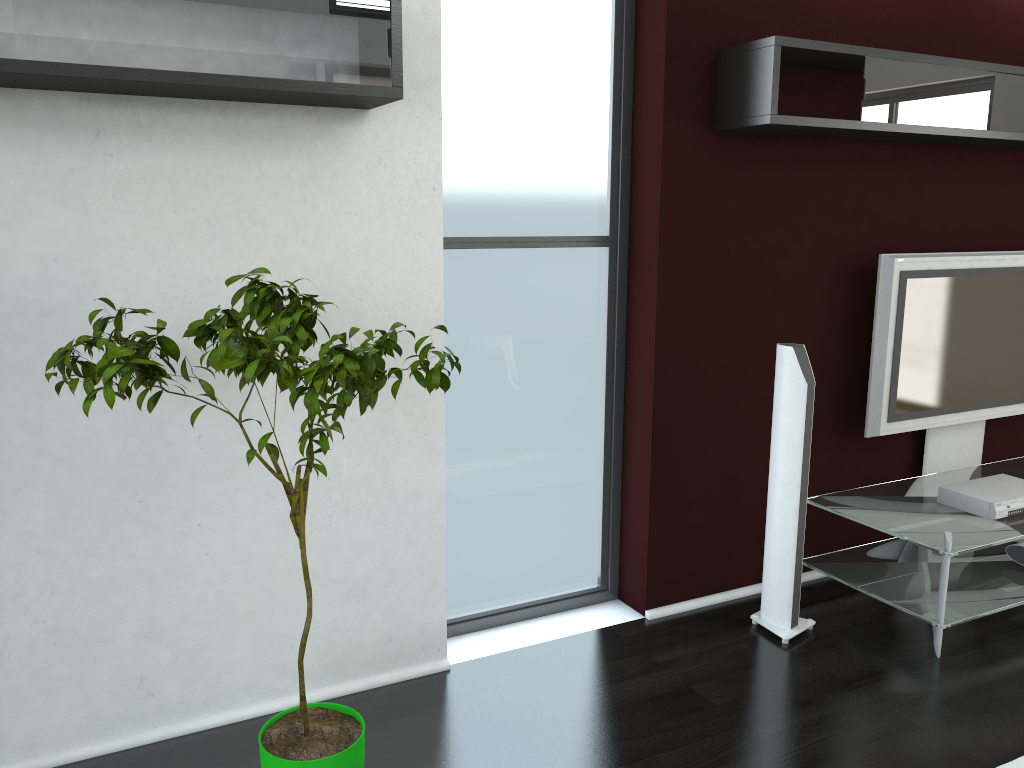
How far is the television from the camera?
3.84m

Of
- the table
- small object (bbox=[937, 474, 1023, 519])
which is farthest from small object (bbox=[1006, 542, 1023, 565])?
small object (bbox=[937, 474, 1023, 519])

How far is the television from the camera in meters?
3.8 m

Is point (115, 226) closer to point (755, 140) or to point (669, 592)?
point (755, 140)

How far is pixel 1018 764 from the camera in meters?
2.7 m

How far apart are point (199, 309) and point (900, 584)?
3.0m

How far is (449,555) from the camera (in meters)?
3.48

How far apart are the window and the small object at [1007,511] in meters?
1.5

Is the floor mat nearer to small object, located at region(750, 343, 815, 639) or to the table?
the table

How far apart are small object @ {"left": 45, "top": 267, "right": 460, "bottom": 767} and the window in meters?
0.9 m
